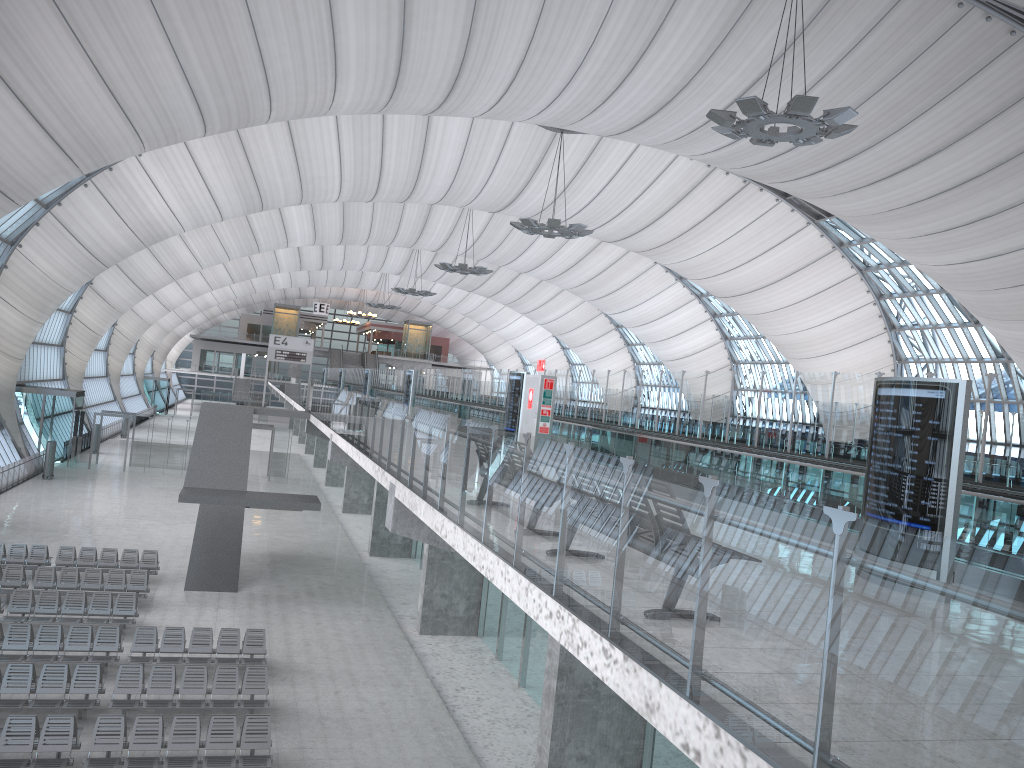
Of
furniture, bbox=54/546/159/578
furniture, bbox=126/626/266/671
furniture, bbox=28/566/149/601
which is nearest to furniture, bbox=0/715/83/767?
furniture, bbox=126/626/266/671

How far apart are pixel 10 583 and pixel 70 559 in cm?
281

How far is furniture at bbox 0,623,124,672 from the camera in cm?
1714

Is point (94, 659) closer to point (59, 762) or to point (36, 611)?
point (36, 611)

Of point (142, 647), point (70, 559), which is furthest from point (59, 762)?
point (70, 559)

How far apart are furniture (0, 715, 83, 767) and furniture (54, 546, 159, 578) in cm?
1158

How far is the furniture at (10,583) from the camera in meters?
21.6

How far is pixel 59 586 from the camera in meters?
21.9 m

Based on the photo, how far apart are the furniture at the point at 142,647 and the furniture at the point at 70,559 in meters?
6.8

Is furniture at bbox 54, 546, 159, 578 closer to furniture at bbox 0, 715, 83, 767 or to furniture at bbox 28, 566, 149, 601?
furniture at bbox 28, 566, 149, 601
